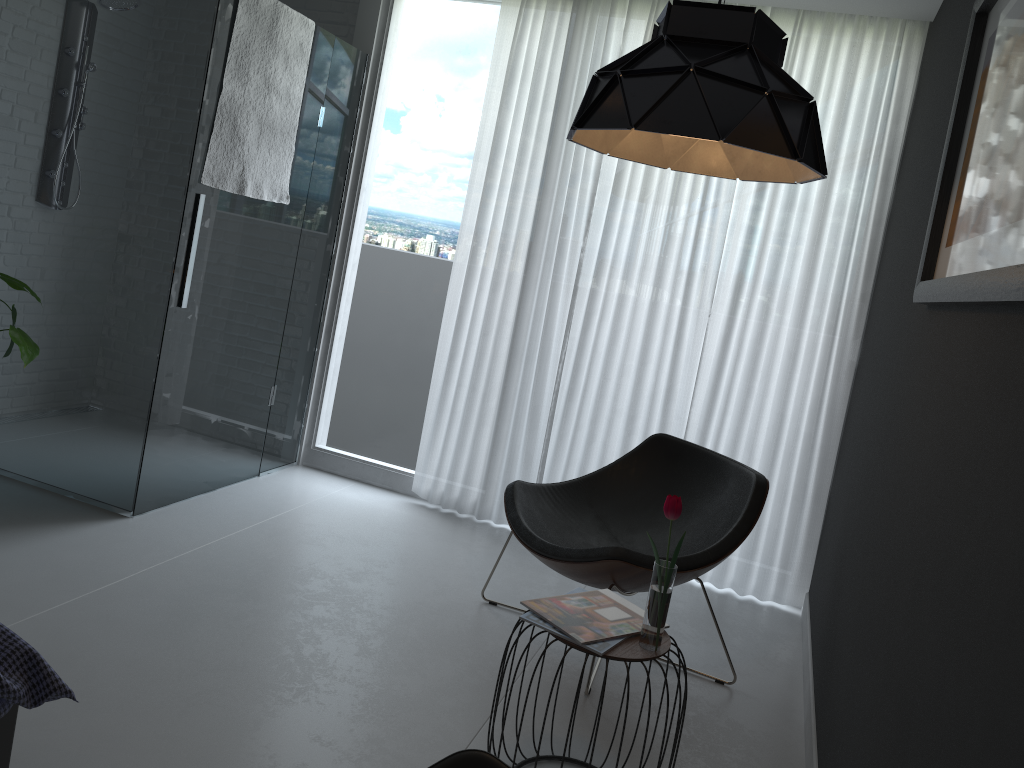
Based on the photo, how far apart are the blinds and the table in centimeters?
169cm

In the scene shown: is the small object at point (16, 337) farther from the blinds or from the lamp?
the lamp

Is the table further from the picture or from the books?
the picture

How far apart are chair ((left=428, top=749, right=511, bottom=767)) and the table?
0.6 meters

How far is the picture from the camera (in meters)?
1.36

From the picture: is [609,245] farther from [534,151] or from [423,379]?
[423,379]

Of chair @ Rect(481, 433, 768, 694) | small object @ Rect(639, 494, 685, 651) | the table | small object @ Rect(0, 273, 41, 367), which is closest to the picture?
small object @ Rect(639, 494, 685, 651)

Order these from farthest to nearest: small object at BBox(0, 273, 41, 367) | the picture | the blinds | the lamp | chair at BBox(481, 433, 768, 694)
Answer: the blinds → small object at BBox(0, 273, 41, 367) → chair at BBox(481, 433, 768, 694) → the lamp → the picture

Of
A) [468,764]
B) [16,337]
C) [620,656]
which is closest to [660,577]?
[620,656]

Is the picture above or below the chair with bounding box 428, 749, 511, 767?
above
